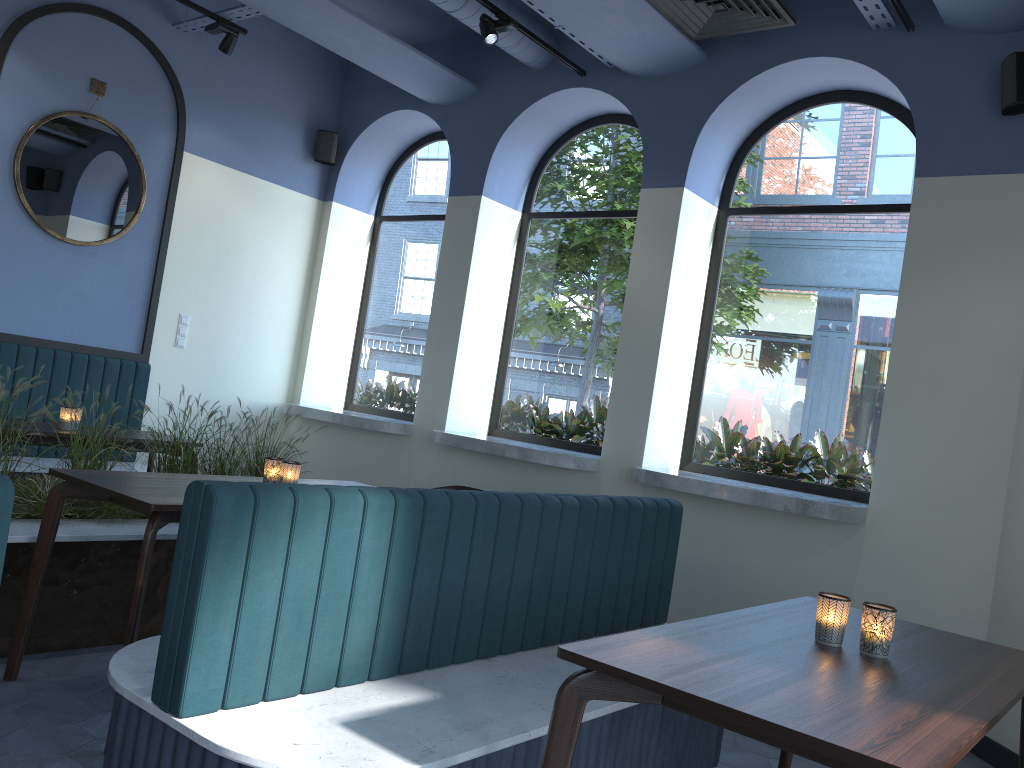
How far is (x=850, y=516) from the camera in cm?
433

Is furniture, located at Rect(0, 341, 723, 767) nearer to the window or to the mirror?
the mirror

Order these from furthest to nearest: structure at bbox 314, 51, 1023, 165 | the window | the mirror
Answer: the mirror, the window, structure at bbox 314, 51, 1023, 165

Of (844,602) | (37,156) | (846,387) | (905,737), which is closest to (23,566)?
(844,602)

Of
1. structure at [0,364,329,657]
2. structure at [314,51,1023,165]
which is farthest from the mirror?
structure at [0,364,329,657]

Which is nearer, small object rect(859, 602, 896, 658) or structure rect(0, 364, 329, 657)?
small object rect(859, 602, 896, 658)

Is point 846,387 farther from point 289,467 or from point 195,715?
point 195,715

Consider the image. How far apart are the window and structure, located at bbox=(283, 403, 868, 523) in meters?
0.4 m

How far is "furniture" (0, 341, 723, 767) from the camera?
1.91m

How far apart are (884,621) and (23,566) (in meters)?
2.99
